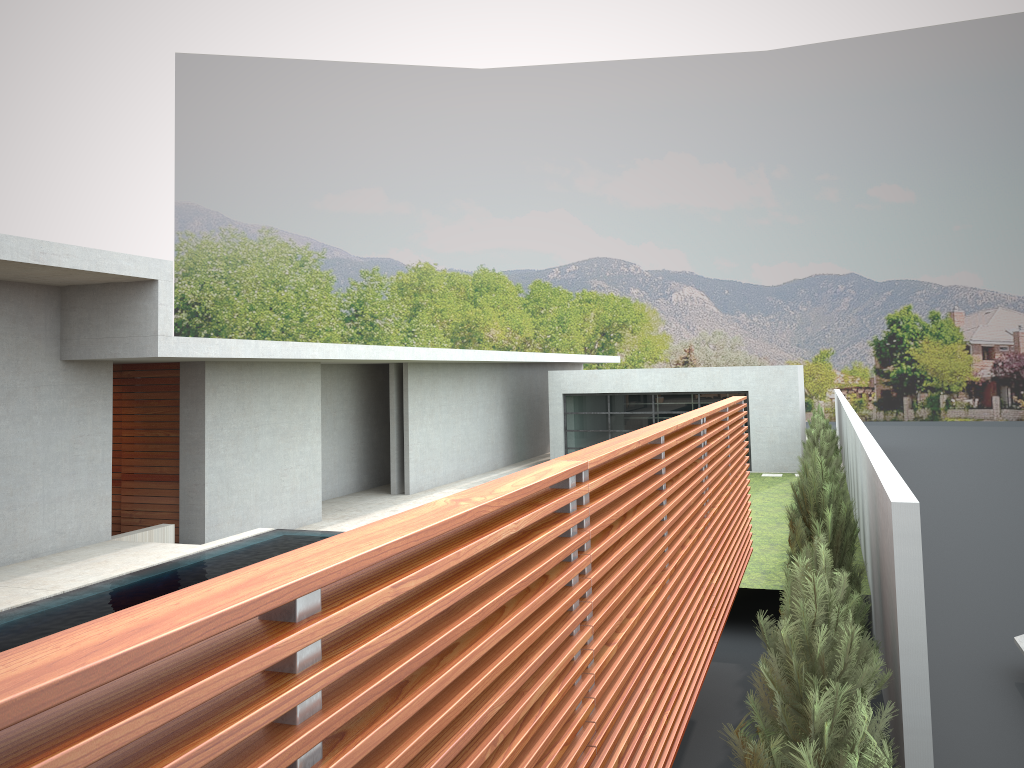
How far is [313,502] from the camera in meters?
16.4 m
